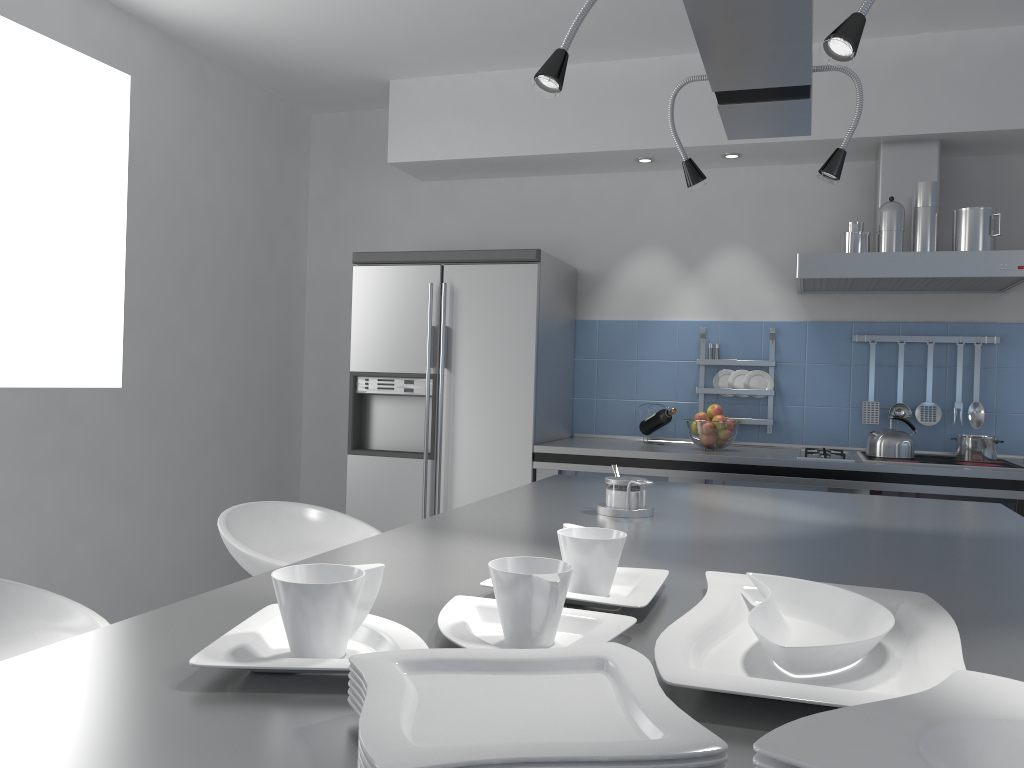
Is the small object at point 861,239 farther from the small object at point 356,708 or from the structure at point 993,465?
the small object at point 356,708

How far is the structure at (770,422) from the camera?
4.13m

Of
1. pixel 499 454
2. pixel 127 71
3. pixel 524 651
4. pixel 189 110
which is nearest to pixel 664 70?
pixel 499 454

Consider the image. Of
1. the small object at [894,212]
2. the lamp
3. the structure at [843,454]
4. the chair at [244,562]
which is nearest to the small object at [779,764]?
the lamp

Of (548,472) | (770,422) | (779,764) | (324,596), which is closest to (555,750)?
(779,764)

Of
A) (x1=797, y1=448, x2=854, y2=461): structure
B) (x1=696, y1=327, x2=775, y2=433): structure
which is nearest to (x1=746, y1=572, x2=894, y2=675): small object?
(x1=797, y1=448, x2=854, y2=461): structure

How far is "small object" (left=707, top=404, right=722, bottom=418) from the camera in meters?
3.9

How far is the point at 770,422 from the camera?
4.1 meters

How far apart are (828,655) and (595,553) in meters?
0.3 m

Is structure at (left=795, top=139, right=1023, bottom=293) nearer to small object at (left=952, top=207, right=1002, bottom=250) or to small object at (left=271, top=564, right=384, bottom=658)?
small object at (left=952, top=207, right=1002, bottom=250)
